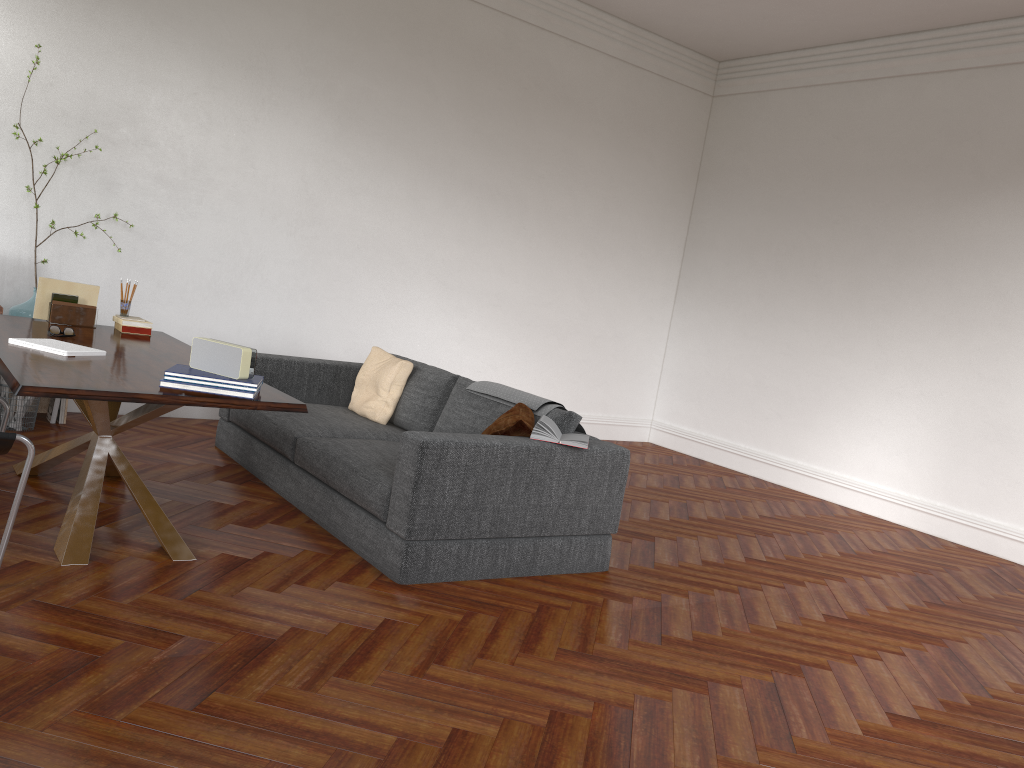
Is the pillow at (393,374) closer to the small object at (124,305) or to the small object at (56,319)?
the small object at (124,305)

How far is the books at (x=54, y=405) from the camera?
5.74m

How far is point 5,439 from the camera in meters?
3.0 m

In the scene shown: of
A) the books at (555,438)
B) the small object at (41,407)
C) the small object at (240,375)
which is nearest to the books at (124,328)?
the small object at (41,407)

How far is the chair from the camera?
3.0m

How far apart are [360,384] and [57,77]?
2.8 meters

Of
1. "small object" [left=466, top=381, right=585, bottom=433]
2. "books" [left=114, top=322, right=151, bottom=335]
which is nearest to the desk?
"books" [left=114, top=322, right=151, bottom=335]

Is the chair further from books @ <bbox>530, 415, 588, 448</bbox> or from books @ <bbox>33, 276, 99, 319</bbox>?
books @ <bbox>530, 415, 588, 448</bbox>

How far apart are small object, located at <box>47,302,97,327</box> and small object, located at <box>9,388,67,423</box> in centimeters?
148cm

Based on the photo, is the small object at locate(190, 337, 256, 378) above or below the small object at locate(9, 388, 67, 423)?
above
